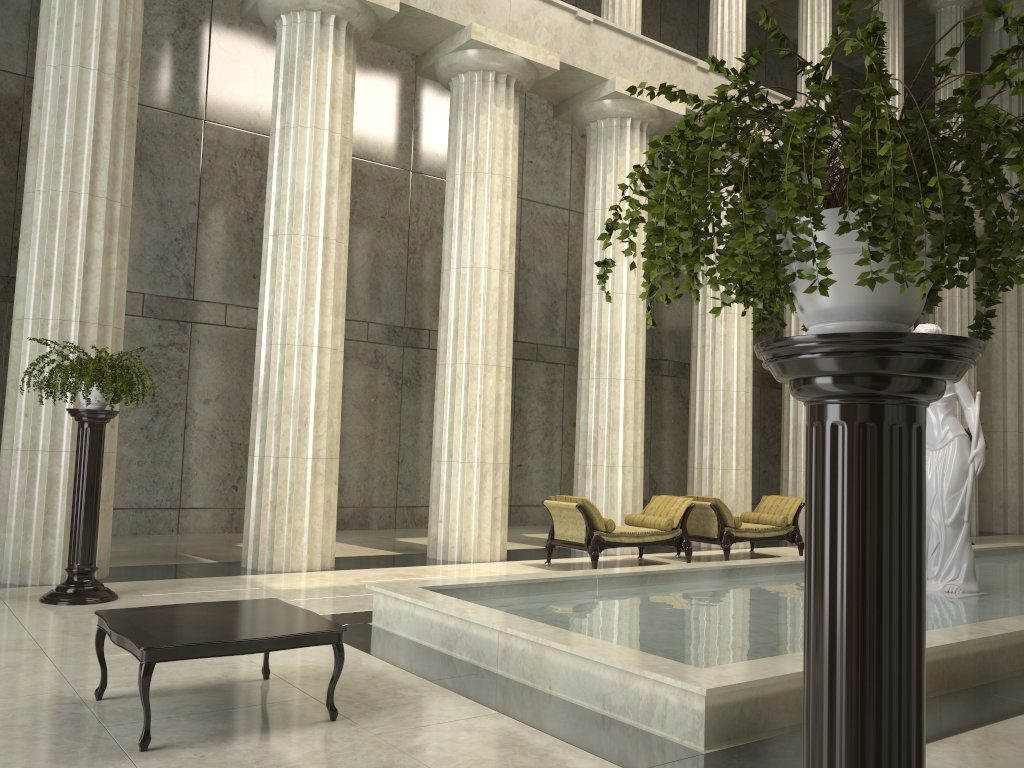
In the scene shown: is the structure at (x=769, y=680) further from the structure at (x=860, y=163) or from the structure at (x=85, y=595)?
the structure at (x=860, y=163)

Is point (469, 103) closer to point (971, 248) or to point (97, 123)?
point (97, 123)

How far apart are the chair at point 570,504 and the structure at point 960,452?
3.28m

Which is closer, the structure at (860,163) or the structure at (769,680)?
the structure at (860,163)

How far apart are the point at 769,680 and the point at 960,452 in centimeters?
555cm

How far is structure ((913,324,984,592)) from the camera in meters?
9.2

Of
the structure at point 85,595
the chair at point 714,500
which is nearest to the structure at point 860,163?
the structure at point 85,595

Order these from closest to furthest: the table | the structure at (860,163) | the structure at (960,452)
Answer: the structure at (860,163), the table, the structure at (960,452)

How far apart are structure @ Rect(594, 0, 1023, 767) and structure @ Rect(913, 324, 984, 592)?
7.9m

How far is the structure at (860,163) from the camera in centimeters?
154cm
